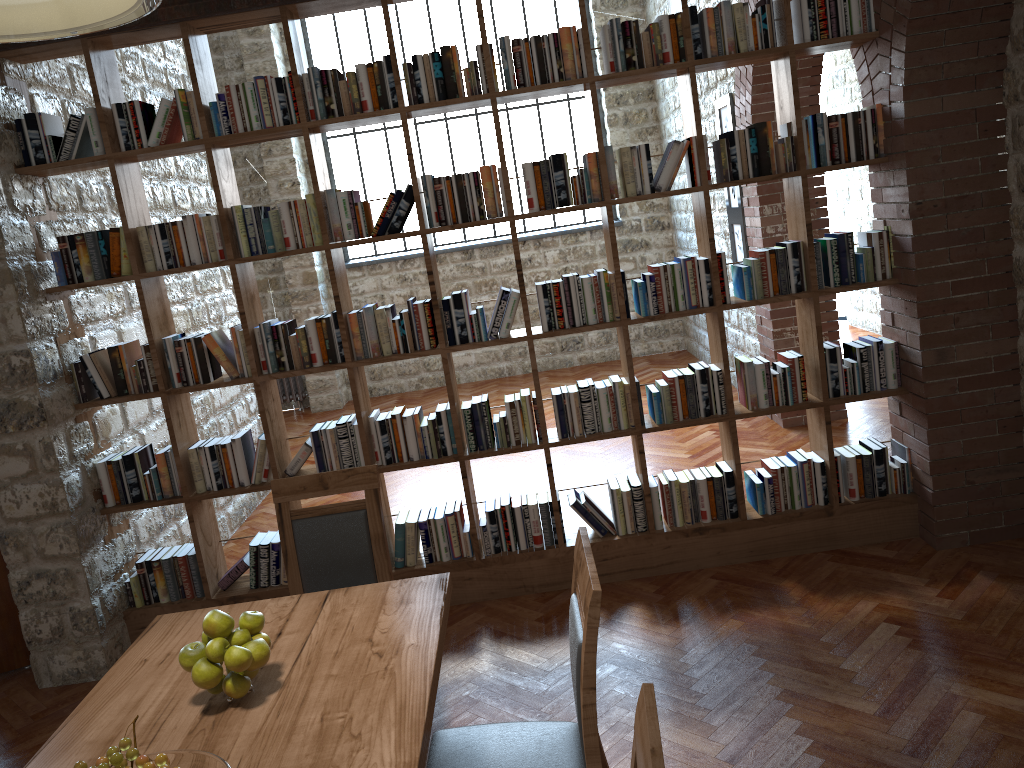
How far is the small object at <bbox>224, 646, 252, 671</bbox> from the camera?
2.02m

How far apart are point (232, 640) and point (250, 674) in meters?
0.1 m

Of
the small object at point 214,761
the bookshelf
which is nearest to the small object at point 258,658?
the small object at point 214,761

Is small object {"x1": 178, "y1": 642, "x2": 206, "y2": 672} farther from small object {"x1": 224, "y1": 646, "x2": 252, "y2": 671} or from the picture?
the picture

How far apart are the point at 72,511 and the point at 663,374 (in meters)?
2.77

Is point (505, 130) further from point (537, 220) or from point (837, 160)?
point (837, 160)

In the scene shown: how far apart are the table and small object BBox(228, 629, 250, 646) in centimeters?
13cm

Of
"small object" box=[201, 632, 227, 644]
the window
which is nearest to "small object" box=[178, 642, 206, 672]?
"small object" box=[201, 632, 227, 644]

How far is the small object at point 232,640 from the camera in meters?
2.1

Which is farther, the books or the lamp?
the books
